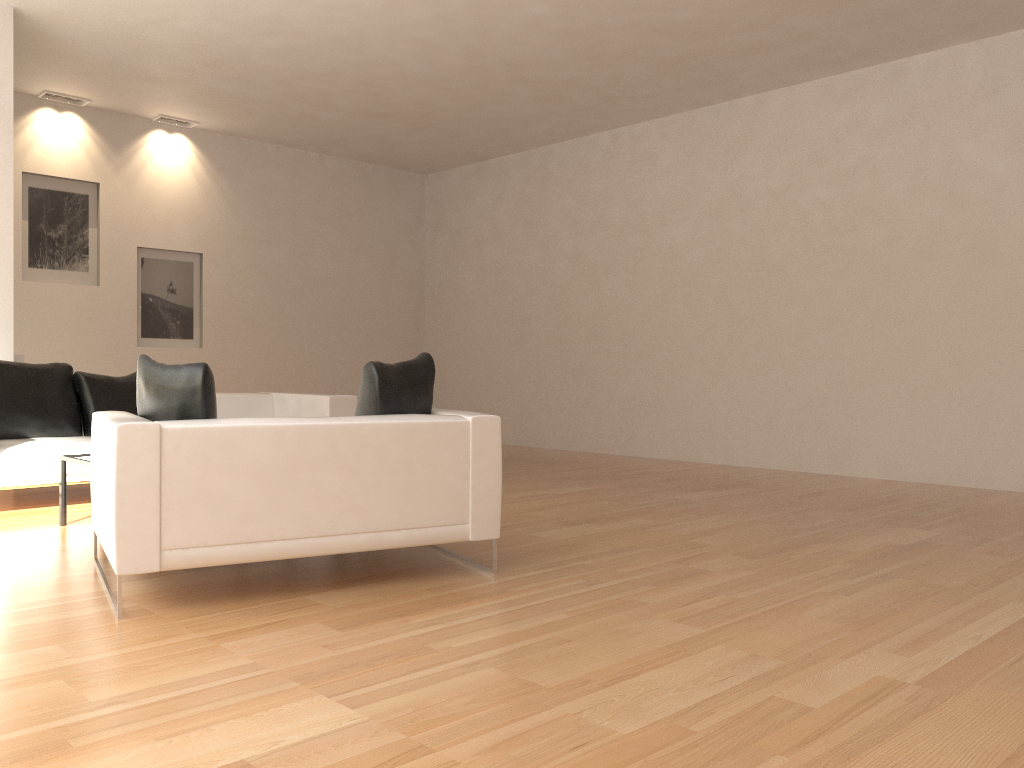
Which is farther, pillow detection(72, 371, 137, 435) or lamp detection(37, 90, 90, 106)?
lamp detection(37, 90, 90, 106)

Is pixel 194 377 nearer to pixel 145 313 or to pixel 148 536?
pixel 148 536

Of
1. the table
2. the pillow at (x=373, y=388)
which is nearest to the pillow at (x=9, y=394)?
the table

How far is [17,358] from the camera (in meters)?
7.38

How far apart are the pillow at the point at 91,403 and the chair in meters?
2.7

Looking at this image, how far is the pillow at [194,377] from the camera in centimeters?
373cm

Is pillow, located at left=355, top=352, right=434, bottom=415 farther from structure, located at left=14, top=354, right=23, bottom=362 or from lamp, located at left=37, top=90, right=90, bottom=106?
lamp, located at left=37, top=90, right=90, bottom=106

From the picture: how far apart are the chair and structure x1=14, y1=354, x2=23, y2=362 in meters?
3.9 m

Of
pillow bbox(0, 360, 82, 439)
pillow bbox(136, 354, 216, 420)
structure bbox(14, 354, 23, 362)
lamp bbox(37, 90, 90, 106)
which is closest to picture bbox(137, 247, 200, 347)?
lamp bbox(37, 90, 90, 106)

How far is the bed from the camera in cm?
575
